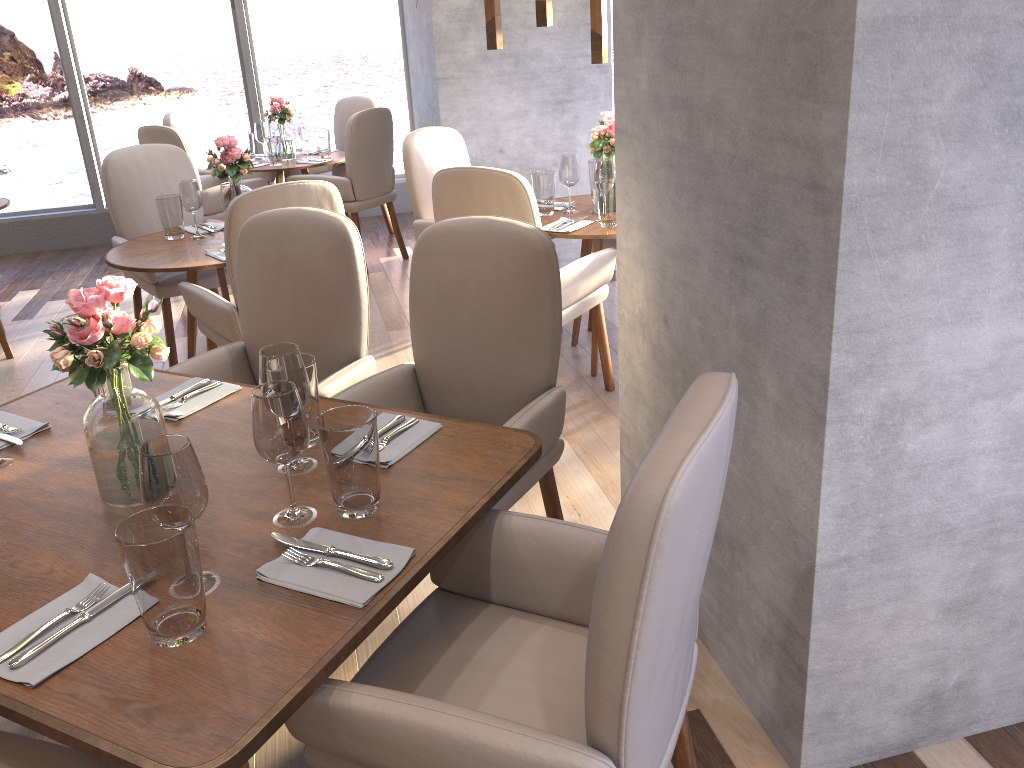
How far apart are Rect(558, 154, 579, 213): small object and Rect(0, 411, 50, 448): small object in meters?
2.3 m

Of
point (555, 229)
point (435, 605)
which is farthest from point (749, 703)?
point (555, 229)

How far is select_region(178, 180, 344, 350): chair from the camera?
2.8 meters

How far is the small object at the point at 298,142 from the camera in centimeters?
607cm

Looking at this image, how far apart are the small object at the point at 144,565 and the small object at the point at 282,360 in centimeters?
41cm

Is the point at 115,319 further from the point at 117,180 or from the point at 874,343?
the point at 117,180

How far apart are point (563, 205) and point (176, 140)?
2.5m

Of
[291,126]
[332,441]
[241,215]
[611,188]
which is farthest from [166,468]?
[291,126]

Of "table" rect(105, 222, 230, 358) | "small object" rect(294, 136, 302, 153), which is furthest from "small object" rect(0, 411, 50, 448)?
"small object" rect(294, 136, 302, 153)

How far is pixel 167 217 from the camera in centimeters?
369cm
